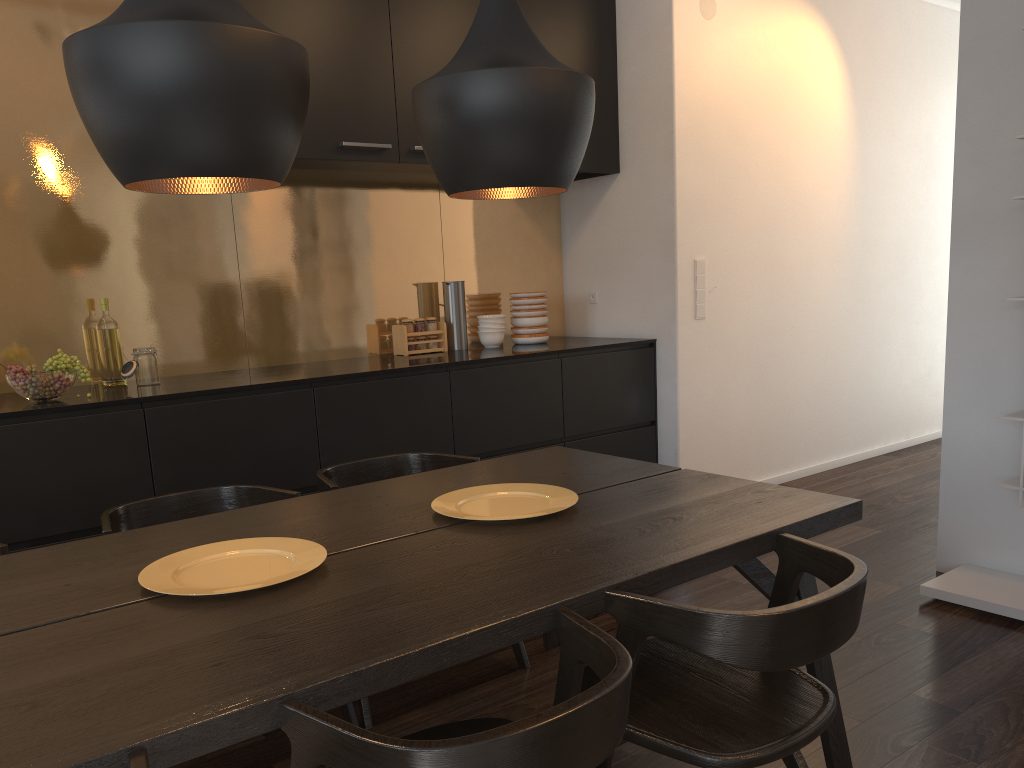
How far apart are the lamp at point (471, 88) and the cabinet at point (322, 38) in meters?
1.6 m

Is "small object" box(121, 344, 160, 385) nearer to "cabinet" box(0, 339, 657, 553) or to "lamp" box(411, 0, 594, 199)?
"cabinet" box(0, 339, 657, 553)

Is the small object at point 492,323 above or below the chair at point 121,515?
above

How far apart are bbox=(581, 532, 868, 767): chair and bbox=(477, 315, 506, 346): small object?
2.7 meters

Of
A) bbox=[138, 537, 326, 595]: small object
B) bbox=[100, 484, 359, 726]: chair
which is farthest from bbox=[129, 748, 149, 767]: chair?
bbox=[100, 484, 359, 726]: chair

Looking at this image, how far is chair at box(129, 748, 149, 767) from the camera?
1.0 meters

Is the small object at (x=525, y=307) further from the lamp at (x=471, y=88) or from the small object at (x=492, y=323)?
the lamp at (x=471, y=88)

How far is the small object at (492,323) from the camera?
4.5m

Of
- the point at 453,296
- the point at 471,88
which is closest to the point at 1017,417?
the point at 471,88

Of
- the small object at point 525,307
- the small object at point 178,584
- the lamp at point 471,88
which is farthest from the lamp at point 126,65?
the small object at point 525,307
